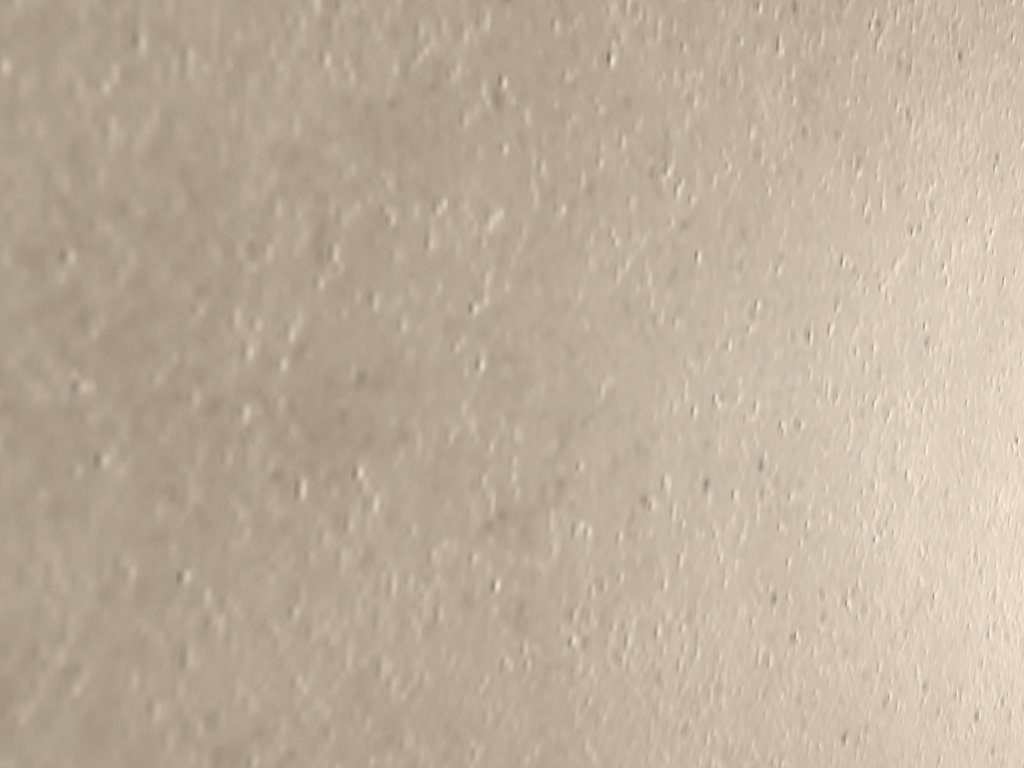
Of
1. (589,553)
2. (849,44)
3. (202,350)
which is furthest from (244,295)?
(849,44)
